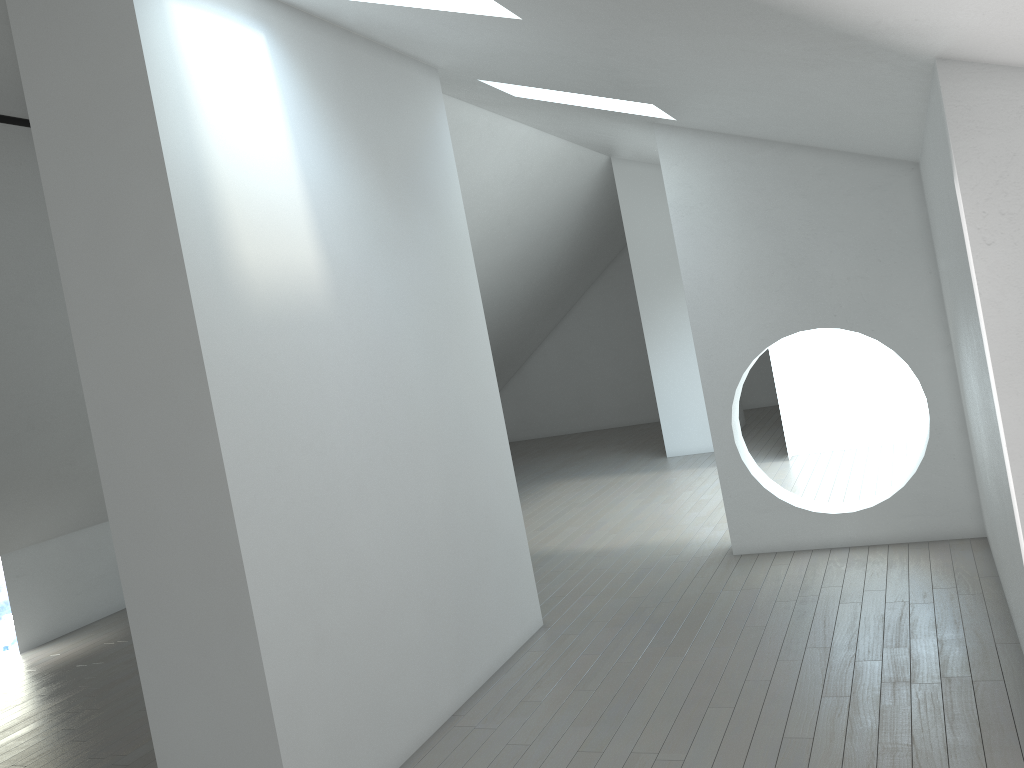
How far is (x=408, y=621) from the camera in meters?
4.6
